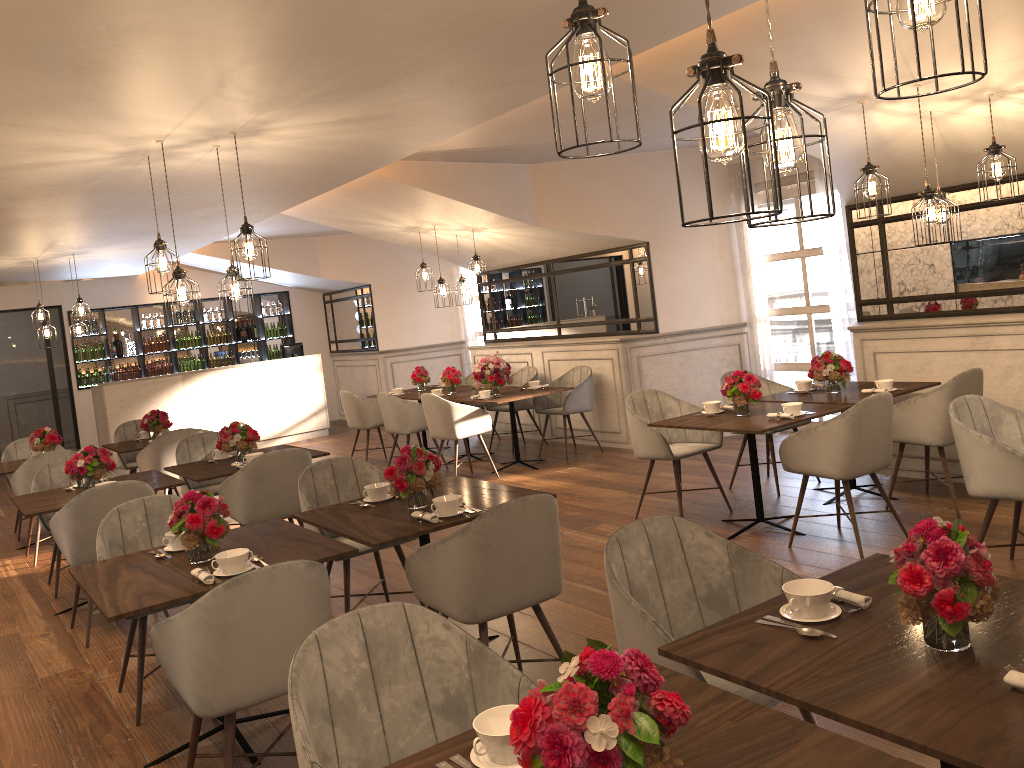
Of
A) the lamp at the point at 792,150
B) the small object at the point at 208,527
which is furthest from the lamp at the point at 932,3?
the small object at the point at 208,527

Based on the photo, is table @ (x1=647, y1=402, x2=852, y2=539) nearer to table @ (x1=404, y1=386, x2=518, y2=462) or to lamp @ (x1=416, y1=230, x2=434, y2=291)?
table @ (x1=404, y1=386, x2=518, y2=462)

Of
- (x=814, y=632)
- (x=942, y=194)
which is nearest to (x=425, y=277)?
(x=942, y=194)

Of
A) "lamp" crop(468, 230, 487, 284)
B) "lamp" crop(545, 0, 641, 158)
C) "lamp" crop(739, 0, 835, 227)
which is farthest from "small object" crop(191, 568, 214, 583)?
"lamp" crop(468, 230, 487, 284)

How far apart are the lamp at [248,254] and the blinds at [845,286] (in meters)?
5.31

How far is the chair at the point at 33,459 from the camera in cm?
688

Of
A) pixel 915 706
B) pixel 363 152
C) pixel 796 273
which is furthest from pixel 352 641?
pixel 796 273

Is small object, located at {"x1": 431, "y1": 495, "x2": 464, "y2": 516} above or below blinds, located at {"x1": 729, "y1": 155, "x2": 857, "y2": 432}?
below

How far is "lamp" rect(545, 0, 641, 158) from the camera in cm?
176

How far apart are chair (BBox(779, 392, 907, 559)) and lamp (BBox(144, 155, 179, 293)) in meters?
3.6
